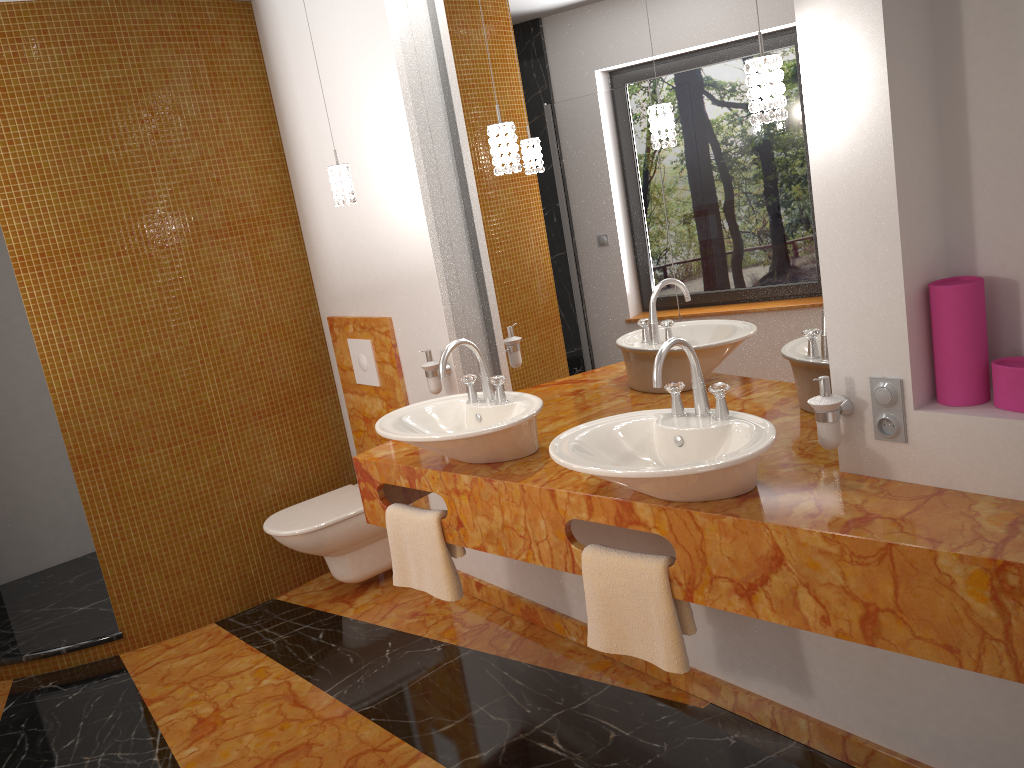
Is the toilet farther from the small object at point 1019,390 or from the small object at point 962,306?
the small object at point 1019,390

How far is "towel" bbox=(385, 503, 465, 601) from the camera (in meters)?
2.68

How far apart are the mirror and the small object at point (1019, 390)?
0.4 meters

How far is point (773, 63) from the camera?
1.8 meters

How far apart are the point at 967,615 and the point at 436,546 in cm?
151

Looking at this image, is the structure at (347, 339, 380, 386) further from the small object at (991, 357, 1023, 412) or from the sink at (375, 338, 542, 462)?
the small object at (991, 357, 1023, 412)

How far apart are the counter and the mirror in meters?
0.0 m

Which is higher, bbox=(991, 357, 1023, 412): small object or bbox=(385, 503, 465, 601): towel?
bbox=(991, 357, 1023, 412): small object

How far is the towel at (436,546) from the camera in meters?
2.7

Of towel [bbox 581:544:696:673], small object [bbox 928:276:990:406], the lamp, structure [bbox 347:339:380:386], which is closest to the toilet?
structure [bbox 347:339:380:386]
